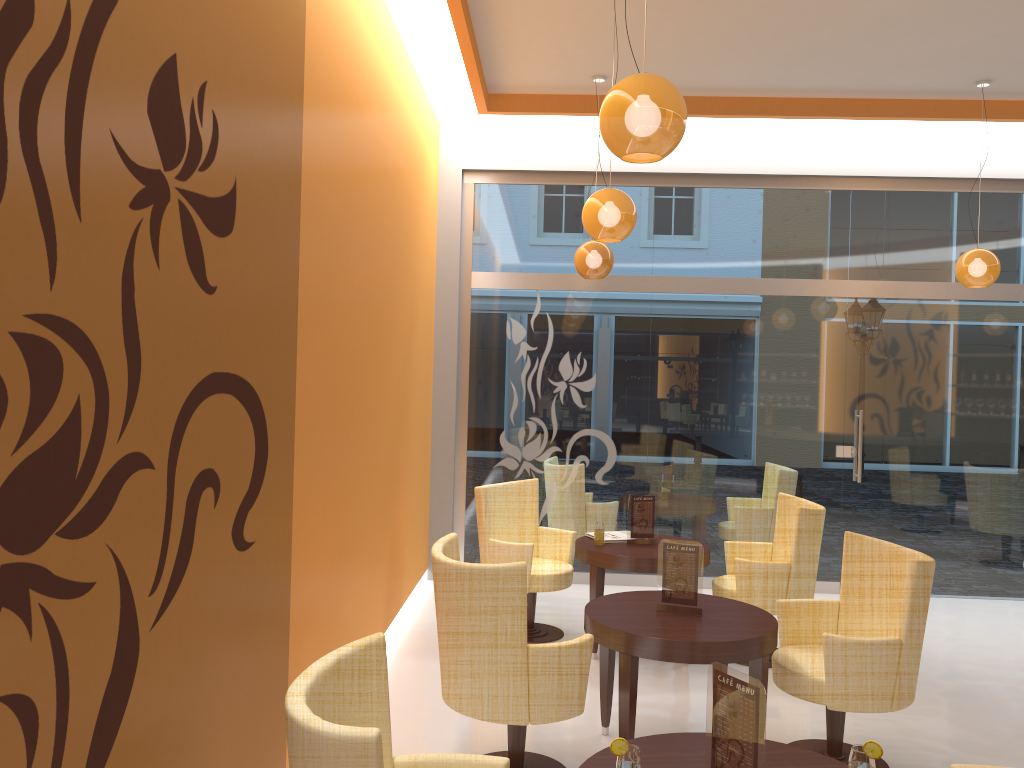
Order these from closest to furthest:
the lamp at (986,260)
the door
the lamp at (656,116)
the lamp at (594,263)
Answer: the lamp at (656,116) → the lamp at (986,260) → the lamp at (594,263) → the door

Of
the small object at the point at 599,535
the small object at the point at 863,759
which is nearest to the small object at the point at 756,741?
the small object at the point at 863,759

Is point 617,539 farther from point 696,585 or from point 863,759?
point 863,759

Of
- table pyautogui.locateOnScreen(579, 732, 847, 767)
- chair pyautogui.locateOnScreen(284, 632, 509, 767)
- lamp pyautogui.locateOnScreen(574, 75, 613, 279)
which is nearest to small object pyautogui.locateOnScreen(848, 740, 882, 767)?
table pyautogui.locateOnScreen(579, 732, 847, 767)

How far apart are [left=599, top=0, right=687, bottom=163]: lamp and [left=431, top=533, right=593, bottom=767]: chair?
1.59m

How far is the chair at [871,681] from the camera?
3.77m

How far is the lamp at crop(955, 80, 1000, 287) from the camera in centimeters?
635cm

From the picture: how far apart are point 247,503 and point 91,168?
1.4 meters

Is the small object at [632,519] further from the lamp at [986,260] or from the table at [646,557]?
the lamp at [986,260]

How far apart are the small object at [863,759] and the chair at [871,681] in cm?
159
